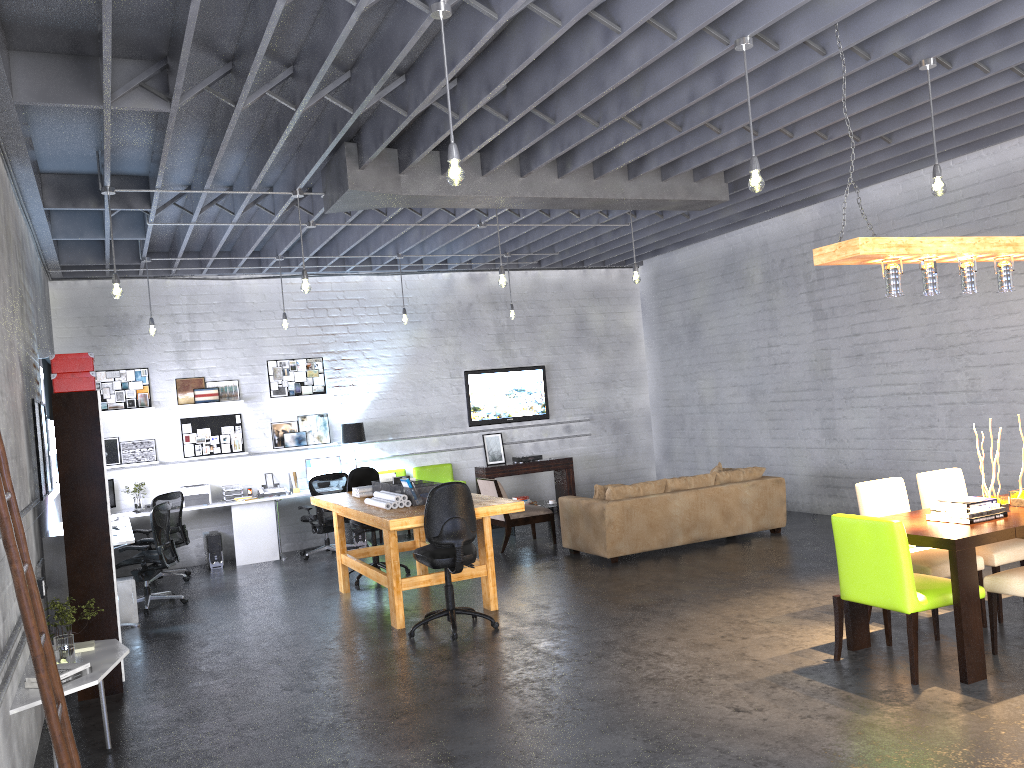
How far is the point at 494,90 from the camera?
5.6 meters

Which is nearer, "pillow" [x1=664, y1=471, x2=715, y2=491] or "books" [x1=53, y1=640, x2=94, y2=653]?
"books" [x1=53, y1=640, x2=94, y2=653]

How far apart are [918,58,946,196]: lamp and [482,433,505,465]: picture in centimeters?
812cm

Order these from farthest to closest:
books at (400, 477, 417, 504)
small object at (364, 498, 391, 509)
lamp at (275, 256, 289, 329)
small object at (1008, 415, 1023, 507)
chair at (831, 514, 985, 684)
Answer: lamp at (275, 256, 289, 329), books at (400, 477, 417, 504), small object at (364, 498, 391, 509), small object at (1008, 415, 1023, 507), chair at (831, 514, 985, 684)

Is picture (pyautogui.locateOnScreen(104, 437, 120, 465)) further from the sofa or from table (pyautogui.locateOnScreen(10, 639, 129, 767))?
table (pyautogui.locateOnScreen(10, 639, 129, 767))

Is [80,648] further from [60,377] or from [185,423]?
[185,423]

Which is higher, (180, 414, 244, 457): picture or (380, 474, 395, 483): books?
(180, 414, 244, 457): picture

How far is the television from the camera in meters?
12.9

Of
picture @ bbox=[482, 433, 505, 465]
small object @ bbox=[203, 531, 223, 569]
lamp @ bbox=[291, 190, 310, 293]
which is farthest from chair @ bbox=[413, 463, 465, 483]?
lamp @ bbox=[291, 190, 310, 293]

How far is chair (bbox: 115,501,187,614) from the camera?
8.58m
